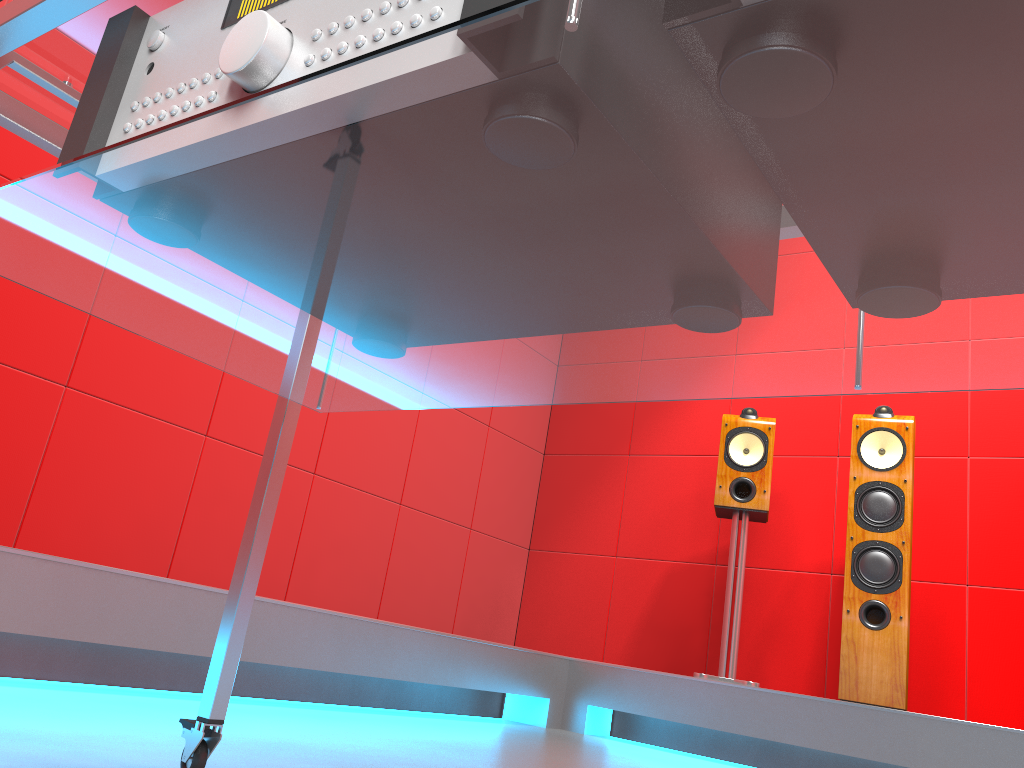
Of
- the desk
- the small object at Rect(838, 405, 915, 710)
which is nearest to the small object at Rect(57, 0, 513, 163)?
the desk

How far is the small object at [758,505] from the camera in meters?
3.4

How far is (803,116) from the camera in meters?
0.4

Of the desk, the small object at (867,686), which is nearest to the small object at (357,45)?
the desk

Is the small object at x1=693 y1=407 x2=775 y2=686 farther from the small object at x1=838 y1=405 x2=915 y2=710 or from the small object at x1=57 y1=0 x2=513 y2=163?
the small object at x1=57 y1=0 x2=513 y2=163

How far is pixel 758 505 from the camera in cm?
335

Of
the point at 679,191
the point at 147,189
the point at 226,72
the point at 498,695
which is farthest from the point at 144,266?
the point at 498,695

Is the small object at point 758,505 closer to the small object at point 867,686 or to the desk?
the small object at point 867,686

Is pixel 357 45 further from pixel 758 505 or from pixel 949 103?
pixel 758 505

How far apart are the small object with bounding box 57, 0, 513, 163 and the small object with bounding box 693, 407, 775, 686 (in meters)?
2.99
